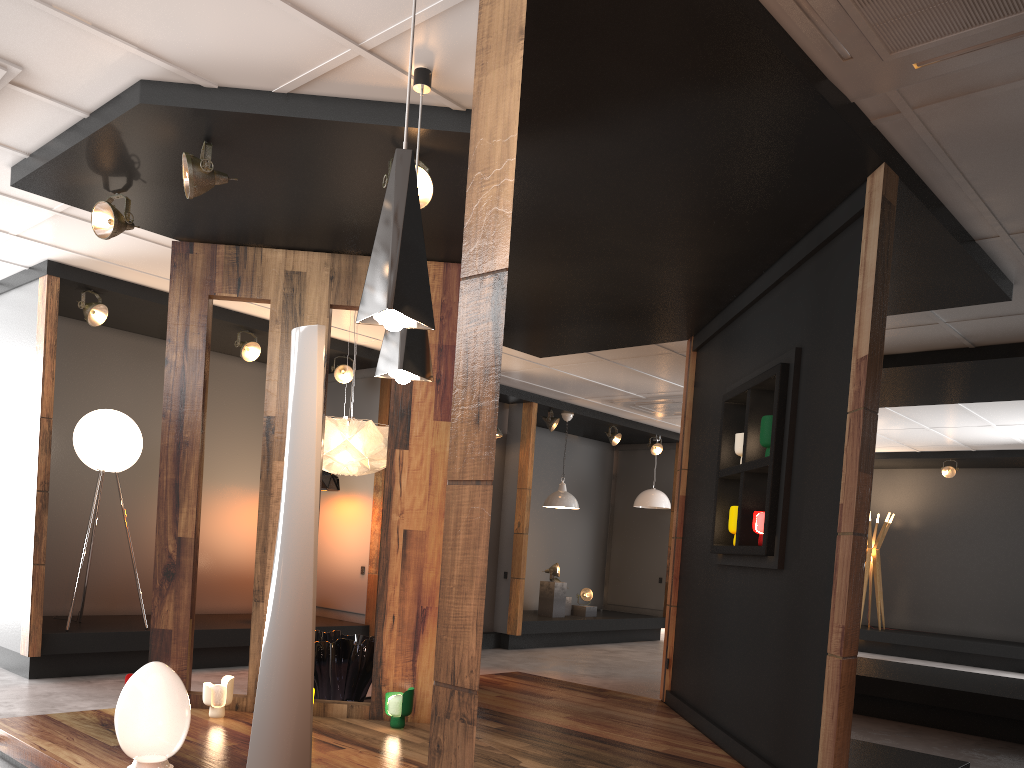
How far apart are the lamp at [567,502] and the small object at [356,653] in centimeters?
469cm

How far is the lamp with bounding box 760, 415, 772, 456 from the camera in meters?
4.8

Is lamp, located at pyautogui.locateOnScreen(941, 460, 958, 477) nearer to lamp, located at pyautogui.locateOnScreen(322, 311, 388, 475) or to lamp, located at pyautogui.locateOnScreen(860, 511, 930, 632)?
lamp, located at pyautogui.locateOnScreen(860, 511, 930, 632)

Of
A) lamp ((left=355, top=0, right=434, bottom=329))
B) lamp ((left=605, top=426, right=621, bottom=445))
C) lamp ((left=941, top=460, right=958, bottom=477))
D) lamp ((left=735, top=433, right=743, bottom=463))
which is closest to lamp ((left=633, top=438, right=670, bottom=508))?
lamp ((left=605, top=426, right=621, bottom=445))

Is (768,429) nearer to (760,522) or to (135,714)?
(760,522)

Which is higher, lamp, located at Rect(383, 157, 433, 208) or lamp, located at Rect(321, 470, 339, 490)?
lamp, located at Rect(383, 157, 433, 208)

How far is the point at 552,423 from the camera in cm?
1047

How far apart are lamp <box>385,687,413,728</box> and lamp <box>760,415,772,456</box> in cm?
238

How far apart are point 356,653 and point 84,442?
2.82m

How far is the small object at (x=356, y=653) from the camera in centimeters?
555cm
